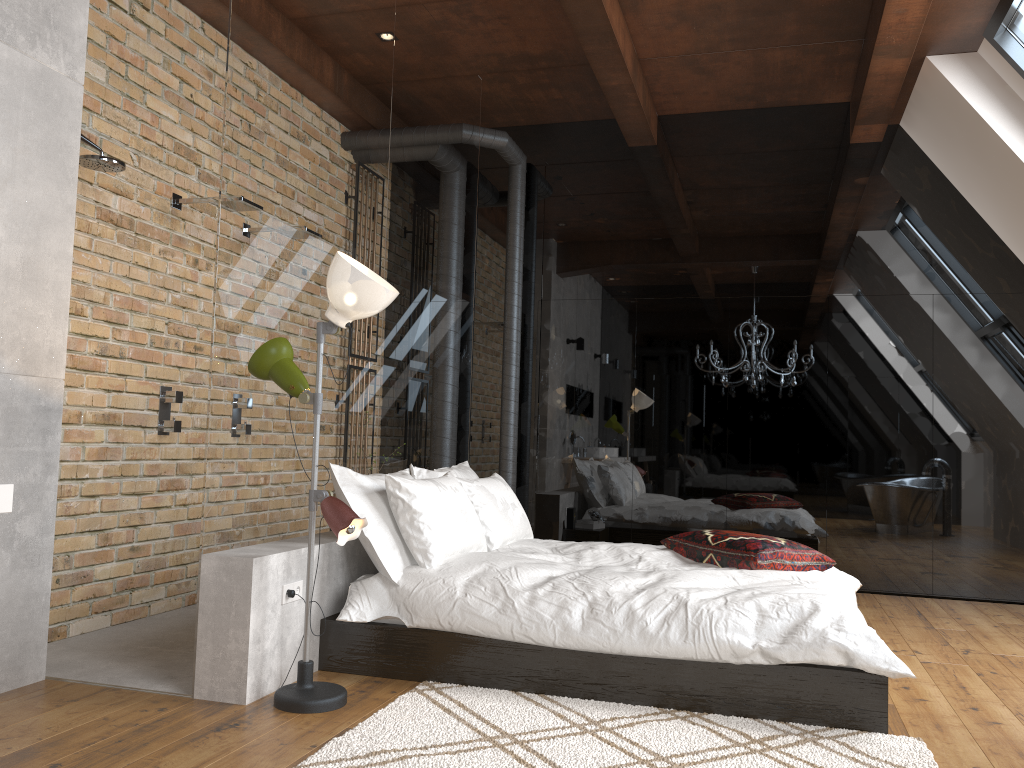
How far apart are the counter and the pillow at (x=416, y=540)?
1.5m

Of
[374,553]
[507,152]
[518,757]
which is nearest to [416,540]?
[374,553]

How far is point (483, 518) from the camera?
4.3 meters

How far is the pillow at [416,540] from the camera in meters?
3.6 m

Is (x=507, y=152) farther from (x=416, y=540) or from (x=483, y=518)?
(x=416, y=540)

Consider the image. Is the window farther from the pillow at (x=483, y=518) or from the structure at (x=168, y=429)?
the structure at (x=168, y=429)

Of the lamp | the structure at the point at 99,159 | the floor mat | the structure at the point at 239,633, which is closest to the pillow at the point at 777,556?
the floor mat

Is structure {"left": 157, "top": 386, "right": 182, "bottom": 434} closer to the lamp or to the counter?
the lamp

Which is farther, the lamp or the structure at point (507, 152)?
the structure at point (507, 152)

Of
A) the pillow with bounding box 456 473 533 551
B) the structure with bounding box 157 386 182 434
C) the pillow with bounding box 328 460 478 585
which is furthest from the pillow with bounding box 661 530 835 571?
the structure with bounding box 157 386 182 434
